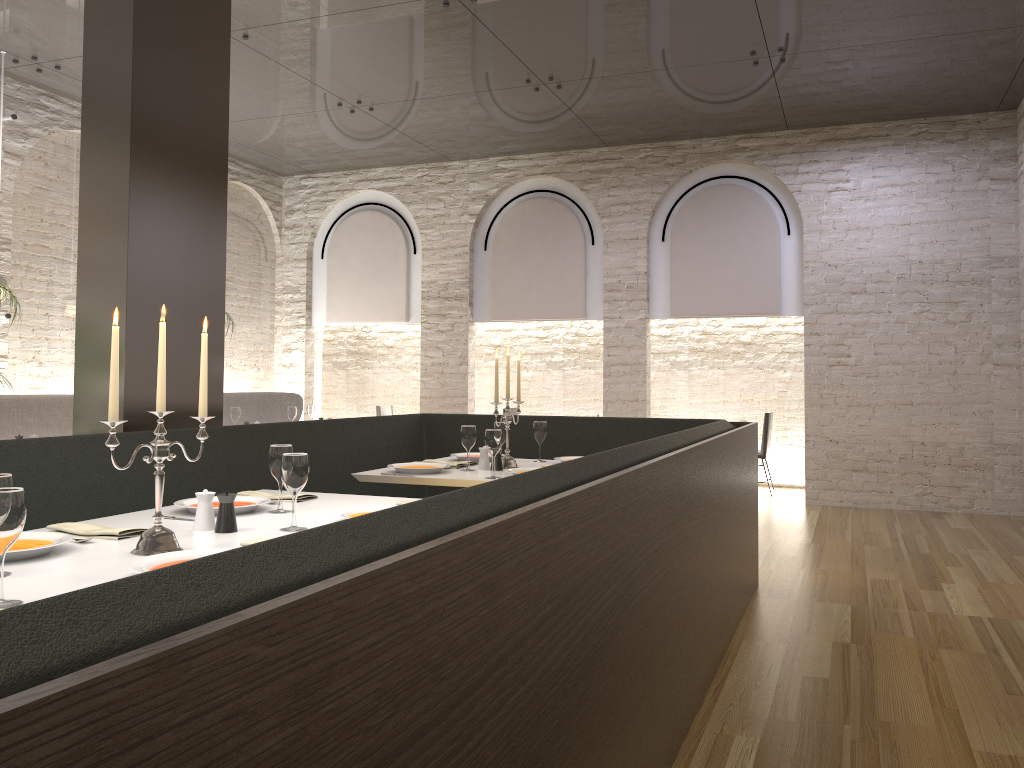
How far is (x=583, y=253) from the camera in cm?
999

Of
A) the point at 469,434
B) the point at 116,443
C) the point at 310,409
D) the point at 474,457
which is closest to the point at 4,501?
the point at 116,443

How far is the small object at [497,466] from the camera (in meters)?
4.57

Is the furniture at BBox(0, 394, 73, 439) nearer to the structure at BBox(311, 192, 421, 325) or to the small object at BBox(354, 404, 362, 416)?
the small object at BBox(354, 404, 362, 416)

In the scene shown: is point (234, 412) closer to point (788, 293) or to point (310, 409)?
point (310, 409)

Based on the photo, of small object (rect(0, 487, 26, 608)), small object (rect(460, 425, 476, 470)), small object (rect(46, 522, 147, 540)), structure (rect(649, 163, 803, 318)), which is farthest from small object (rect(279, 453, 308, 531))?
structure (rect(649, 163, 803, 318))

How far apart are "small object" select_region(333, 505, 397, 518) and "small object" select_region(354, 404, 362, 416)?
6.0 meters

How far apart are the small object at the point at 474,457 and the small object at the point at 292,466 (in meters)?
2.36

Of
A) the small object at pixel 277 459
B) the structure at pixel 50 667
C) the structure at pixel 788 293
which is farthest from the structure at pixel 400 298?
the small object at pixel 277 459

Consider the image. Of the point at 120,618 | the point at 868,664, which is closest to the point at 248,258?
A: the point at 868,664
